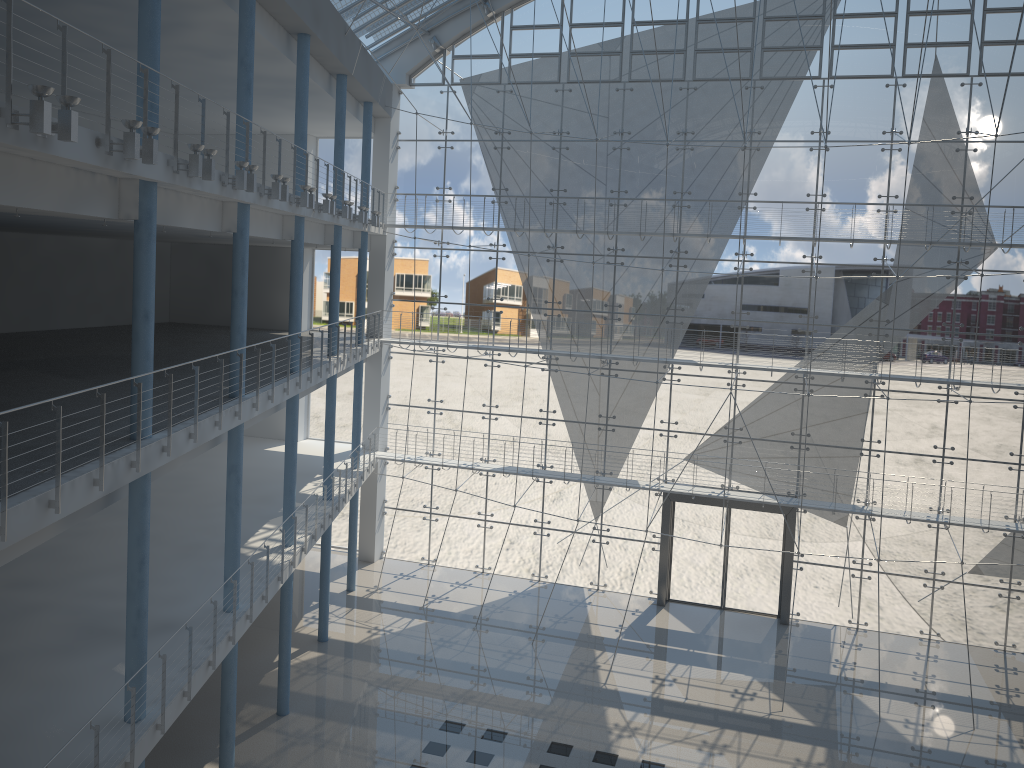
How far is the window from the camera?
3.4 meters

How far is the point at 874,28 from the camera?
3.4 meters

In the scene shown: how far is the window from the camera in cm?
338

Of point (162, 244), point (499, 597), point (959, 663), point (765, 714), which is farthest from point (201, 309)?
point (959, 663)
